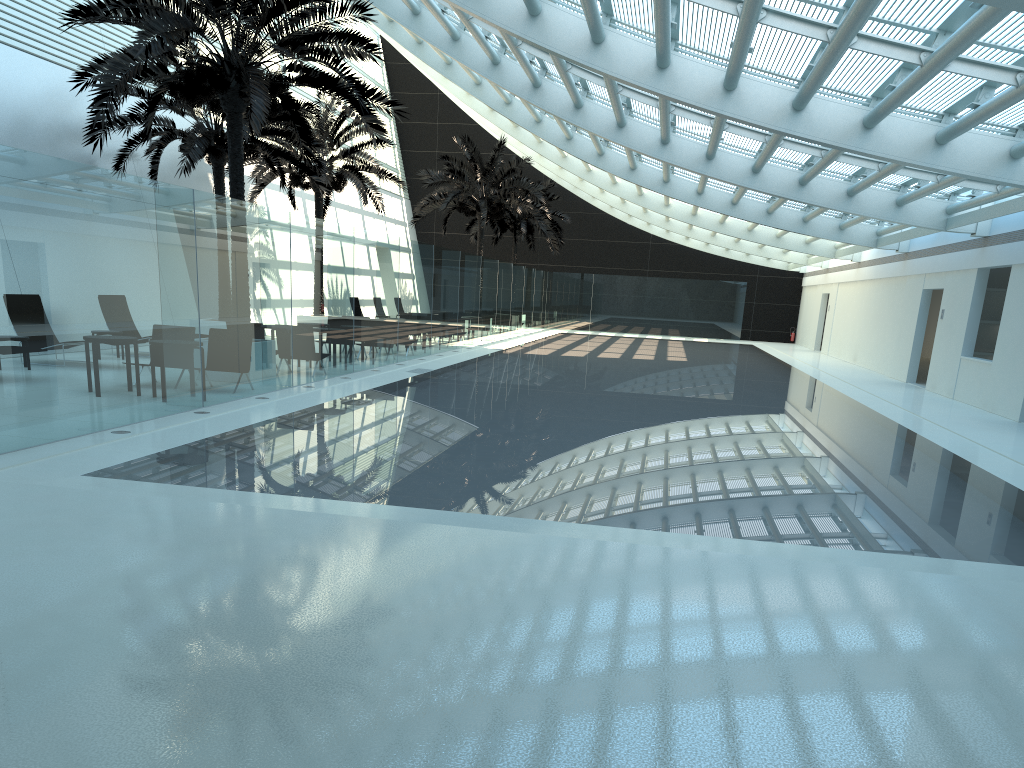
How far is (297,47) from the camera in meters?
12.7 m

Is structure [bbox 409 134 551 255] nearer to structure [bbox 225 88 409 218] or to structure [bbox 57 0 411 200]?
structure [bbox 225 88 409 218]

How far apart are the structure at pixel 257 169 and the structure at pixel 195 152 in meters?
1.9 m

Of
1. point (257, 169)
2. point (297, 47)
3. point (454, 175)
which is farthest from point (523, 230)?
point (297, 47)

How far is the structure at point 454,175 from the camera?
31.39m

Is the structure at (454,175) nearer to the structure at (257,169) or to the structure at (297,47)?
the structure at (257,169)

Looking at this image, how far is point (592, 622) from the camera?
4.5 meters

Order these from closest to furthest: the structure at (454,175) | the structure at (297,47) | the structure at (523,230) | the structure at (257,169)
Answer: the structure at (297,47) < the structure at (257,169) < the structure at (454,175) < the structure at (523,230)

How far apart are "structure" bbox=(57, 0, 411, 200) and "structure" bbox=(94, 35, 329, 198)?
2.3m

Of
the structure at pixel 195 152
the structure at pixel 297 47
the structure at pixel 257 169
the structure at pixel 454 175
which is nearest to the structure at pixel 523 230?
the structure at pixel 454 175
